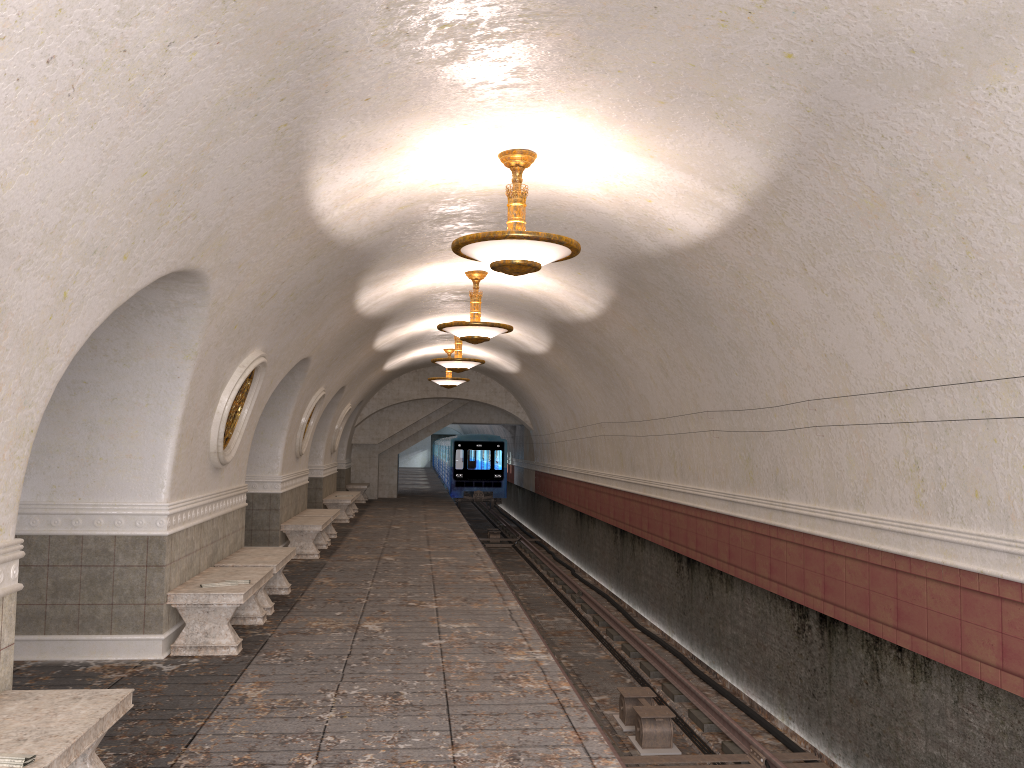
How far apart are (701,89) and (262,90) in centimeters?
256cm

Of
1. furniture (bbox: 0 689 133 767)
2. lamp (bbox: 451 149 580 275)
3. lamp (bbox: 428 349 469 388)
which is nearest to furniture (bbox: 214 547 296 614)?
lamp (bbox: 451 149 580 275)

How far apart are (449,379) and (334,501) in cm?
394

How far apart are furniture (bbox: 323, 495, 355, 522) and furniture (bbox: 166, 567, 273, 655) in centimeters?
1062cm

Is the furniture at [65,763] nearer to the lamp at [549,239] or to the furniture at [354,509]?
the lamp at [549,239]

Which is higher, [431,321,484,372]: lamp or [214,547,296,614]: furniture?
[431,321,484,372]: lamp

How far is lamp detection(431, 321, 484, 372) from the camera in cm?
1609

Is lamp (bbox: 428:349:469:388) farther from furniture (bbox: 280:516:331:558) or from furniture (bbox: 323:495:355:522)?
furniture (bbox: 280:516:331:558)

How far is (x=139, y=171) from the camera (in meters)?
4.20

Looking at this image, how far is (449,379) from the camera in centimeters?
2079cm
